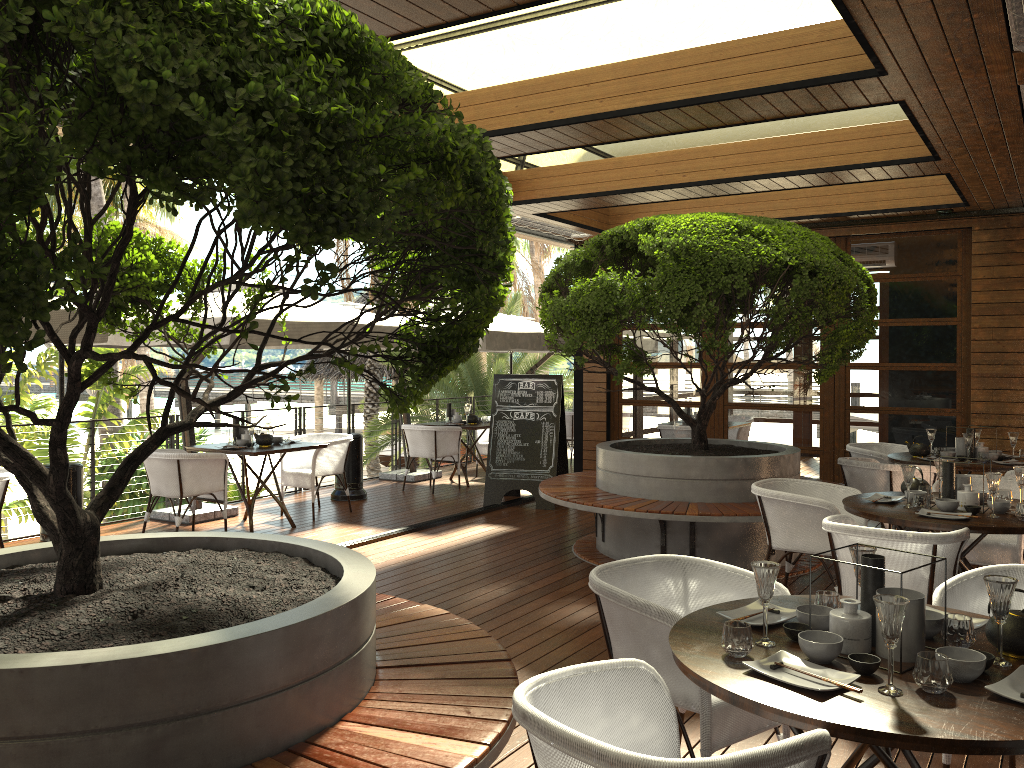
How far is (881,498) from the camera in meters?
5.1 m

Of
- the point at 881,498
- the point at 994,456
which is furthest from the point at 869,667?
the point at 994,456

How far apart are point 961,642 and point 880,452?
5.6 meters

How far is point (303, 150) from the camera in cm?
175

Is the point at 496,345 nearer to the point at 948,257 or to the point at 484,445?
the point at 484,445

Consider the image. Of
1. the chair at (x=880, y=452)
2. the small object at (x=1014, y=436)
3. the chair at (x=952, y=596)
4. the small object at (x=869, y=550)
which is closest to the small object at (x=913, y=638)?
the small object at (x=869, y=550)

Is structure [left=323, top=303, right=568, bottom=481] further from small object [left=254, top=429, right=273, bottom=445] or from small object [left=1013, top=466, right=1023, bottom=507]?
small object [left=1013, top=466, right=1023, bottom=507]

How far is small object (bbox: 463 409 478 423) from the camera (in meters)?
11.00

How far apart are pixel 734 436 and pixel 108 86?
8.8m

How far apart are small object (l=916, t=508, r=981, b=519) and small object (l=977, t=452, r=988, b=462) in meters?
2.7
